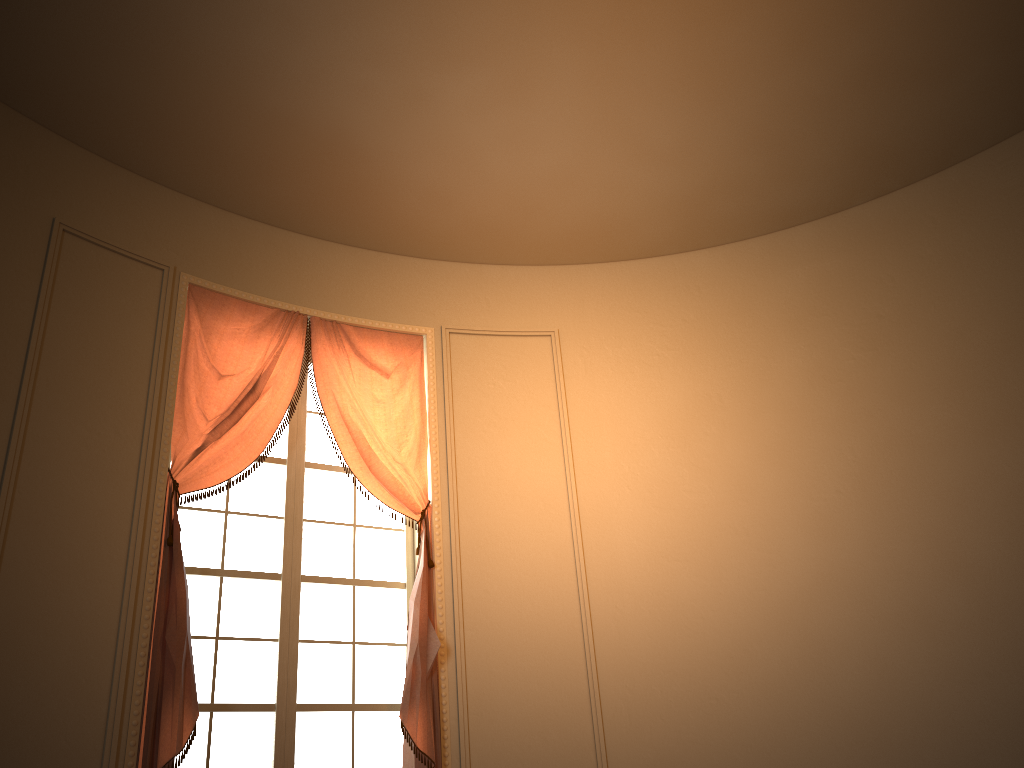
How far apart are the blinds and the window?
0.2 meters

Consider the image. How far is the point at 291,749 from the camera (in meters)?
4.03

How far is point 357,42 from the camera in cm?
396

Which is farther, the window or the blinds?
the window

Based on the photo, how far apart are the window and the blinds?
0.17m

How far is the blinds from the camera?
3.6 meters

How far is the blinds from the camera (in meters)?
3.64

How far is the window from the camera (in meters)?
4.03
